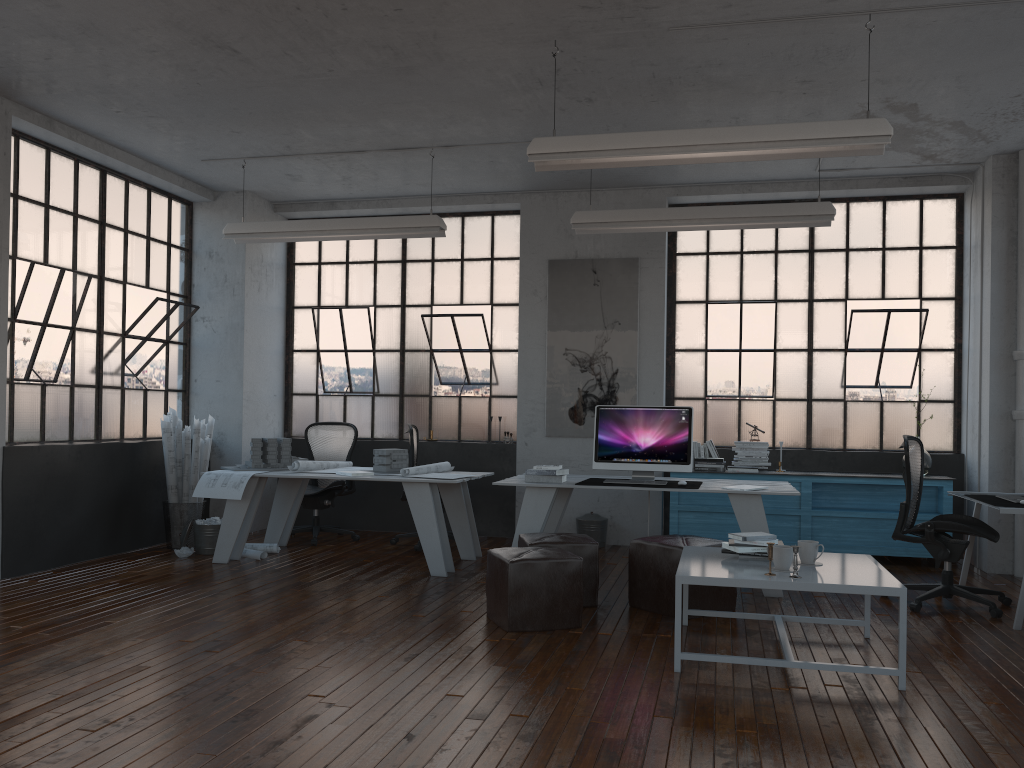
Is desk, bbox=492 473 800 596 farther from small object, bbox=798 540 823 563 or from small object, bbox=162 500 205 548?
small object, bbox=162 500 205 548

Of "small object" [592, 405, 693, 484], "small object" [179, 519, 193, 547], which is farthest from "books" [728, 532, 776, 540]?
"small object" [179, 519, 193, 547]

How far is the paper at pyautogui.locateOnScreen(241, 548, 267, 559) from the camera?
6.95m

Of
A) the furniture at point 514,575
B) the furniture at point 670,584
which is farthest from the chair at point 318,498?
the furniture at point 670,584

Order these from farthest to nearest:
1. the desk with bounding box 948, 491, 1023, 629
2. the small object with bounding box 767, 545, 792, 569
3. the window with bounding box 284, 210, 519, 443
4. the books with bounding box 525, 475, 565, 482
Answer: the window with bounding box 284, 210, 519, 443 → the books with bounding box 525, 475, 565, 482 → the desk with bounding box 948, 491, 1023, 629 → the small object with bounding box 767, 545, 792, 569

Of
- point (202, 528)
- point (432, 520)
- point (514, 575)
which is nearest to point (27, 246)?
point (202, 528)

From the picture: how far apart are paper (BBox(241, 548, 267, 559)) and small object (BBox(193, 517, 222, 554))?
0.3m

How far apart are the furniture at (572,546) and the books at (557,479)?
0.7m

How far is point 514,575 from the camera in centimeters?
474cm

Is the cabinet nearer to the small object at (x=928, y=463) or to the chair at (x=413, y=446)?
the small object at (x=928, y=463)
